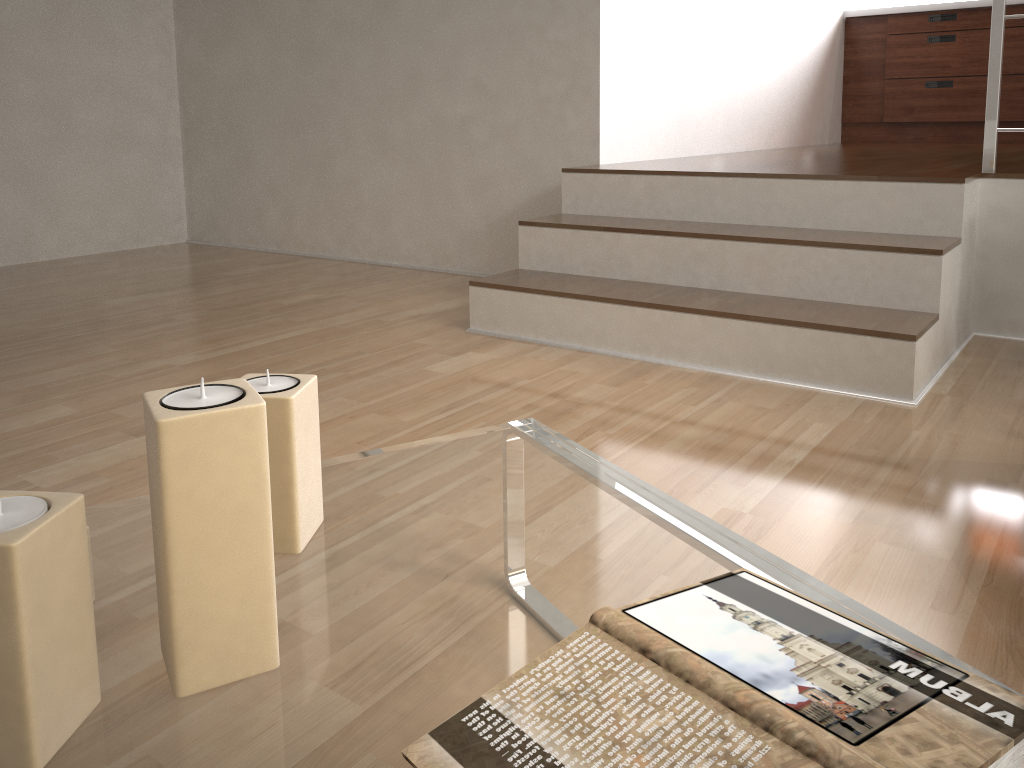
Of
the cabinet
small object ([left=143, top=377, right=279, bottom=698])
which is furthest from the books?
the cabinet

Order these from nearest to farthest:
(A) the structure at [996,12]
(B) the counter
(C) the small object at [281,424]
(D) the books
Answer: (D) the books < (C) the small object at [281,424] < (A) the structure at [996,12] < (B) the counter

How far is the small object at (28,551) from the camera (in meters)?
0.49

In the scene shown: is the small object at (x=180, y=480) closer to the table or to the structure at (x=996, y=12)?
the table

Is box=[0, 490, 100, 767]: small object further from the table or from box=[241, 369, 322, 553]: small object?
box=[241, 369, 322, 553]: small object

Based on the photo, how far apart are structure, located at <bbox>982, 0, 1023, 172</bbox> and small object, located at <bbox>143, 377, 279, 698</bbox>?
2.4m

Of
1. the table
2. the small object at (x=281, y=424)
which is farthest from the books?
the small object at (x=281, y=424)

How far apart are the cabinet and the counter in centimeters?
4cm

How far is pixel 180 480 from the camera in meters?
0.5 m

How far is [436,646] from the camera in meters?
0.6
